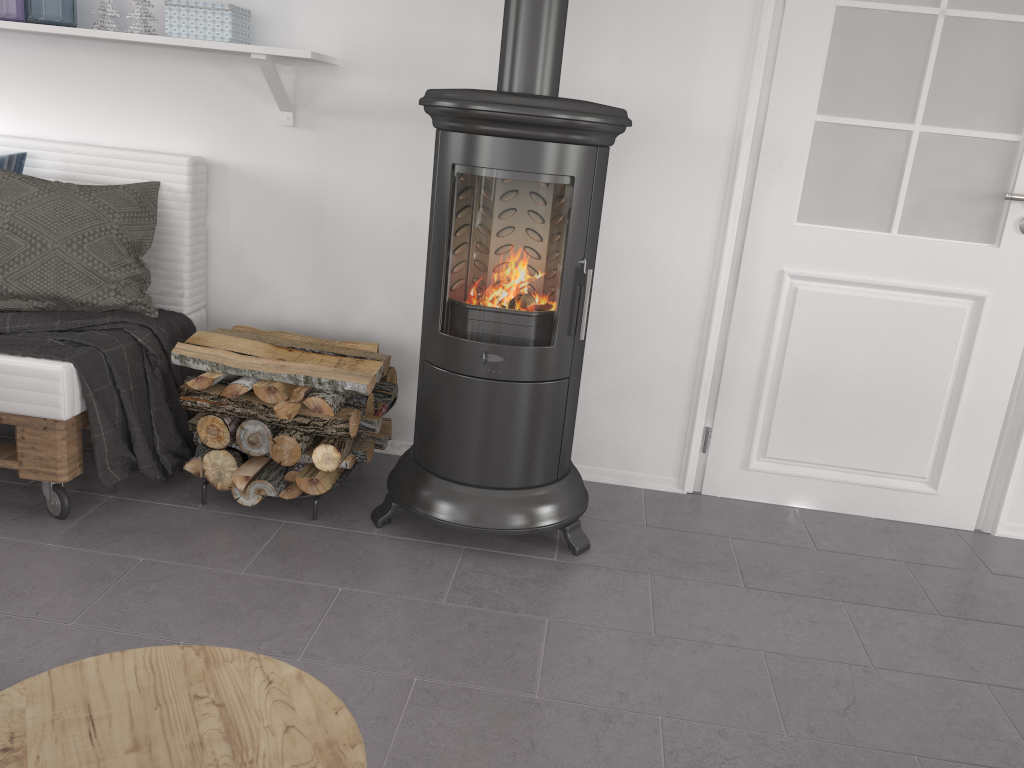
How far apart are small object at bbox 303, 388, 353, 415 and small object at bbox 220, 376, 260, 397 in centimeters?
16cm

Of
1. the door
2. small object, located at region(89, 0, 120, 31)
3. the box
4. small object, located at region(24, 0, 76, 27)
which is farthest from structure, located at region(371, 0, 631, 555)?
small object, located at region(24, 0, 76, 27)

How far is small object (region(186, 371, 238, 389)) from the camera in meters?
2.4

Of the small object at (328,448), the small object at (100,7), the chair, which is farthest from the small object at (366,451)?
the chair

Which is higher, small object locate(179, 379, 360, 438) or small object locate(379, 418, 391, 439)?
small object locate(179, 379, 360, 438)

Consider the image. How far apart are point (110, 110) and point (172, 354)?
1.0m

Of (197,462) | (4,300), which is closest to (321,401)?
(197,462)

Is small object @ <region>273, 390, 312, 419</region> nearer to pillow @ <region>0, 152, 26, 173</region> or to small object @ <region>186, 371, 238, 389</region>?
small object @ <region>186, 371, 238, 389</region>

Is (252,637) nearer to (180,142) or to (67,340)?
(67,340)

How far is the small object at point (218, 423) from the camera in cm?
242
